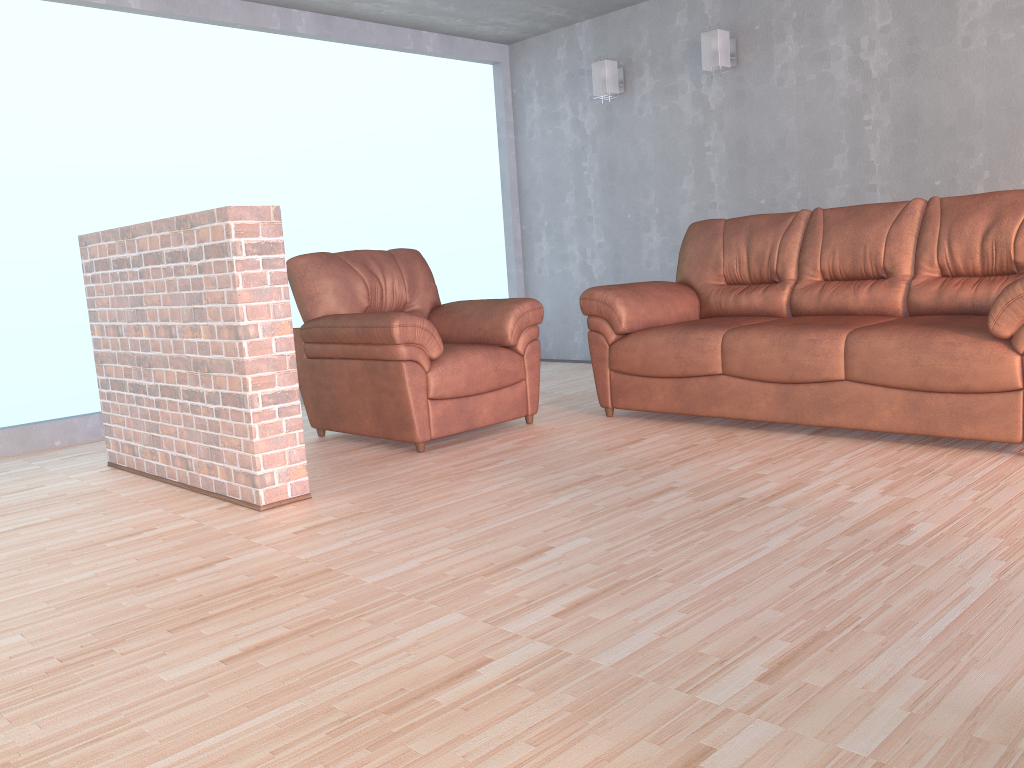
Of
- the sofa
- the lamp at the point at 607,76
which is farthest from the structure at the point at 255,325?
the lamp at the point at 607,76

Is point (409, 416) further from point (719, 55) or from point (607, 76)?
point (607, 76)

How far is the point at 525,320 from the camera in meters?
4.3

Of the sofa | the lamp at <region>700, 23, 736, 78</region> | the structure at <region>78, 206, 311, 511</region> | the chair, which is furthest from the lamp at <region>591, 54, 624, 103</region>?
the structure at <region>78, 206, 311, 511</region>

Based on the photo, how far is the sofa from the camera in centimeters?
323cm

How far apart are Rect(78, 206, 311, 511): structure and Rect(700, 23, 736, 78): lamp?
3.4 meters

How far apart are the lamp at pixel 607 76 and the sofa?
1.68m

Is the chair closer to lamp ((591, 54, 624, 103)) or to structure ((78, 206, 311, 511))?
structure ((78, 206, 311, 511))

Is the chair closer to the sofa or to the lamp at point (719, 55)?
the sofa

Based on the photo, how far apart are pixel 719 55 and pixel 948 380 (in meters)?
2.99
